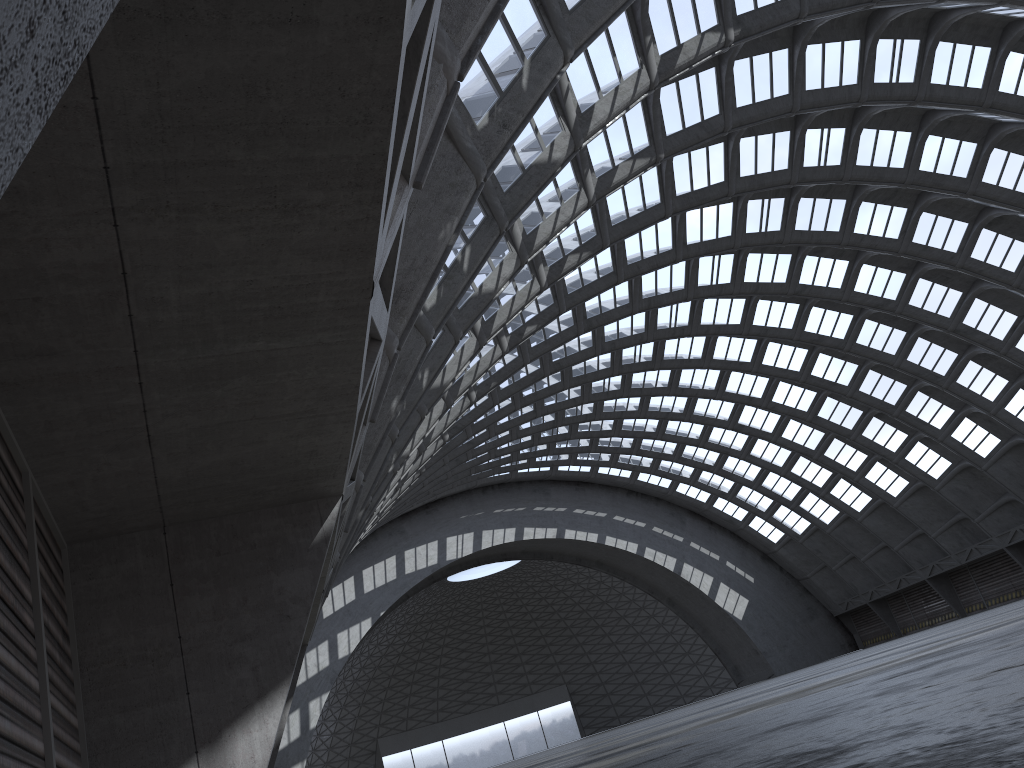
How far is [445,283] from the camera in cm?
1506

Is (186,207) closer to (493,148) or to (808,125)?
(493,148)
